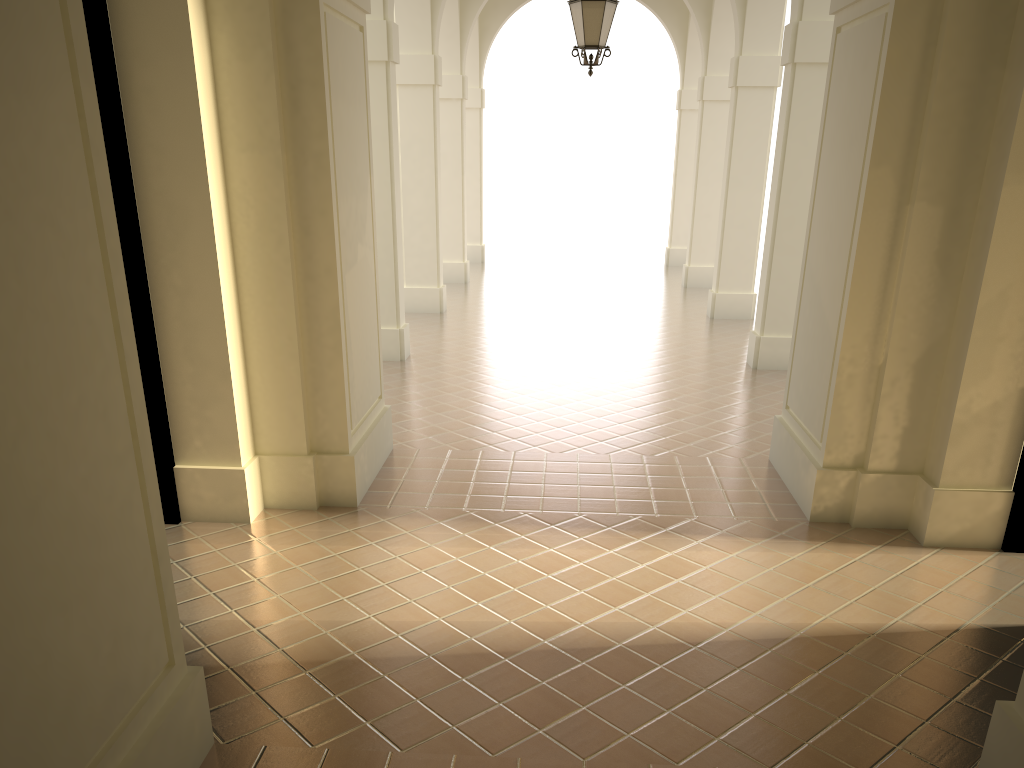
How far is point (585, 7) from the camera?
8.95m

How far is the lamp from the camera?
8.95m

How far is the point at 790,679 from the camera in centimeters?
453cm

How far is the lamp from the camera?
9.0m
